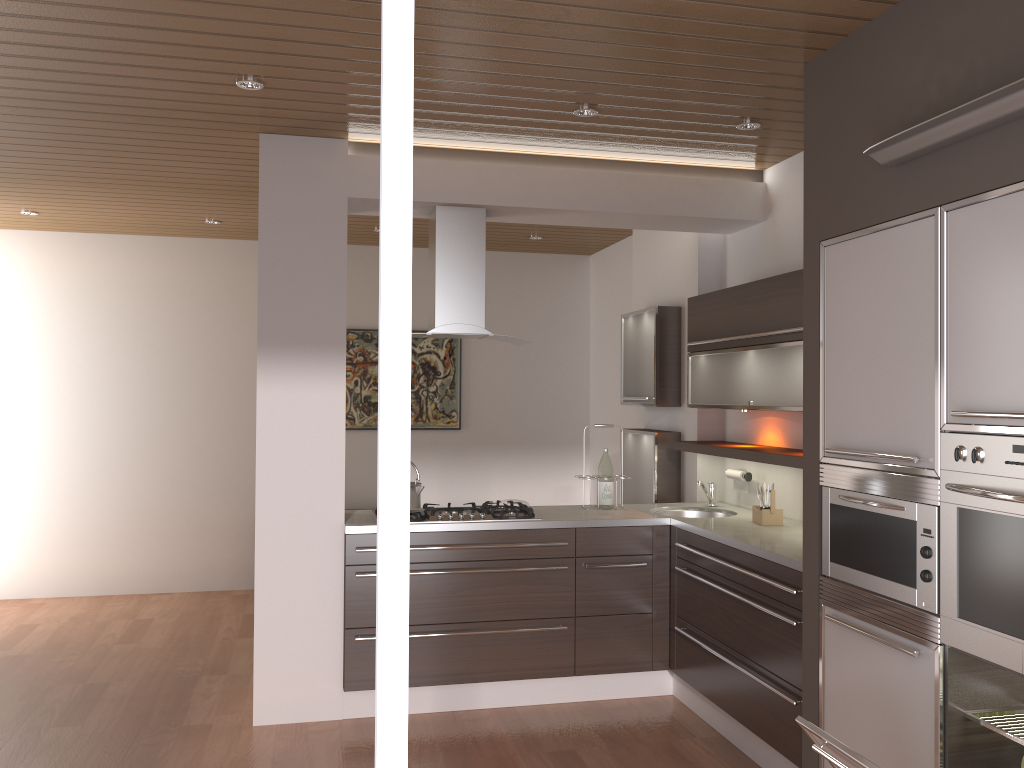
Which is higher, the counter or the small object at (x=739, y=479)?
the small object at (x=739, y=479)

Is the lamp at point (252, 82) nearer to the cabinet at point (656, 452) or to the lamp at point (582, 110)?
the lamp at point (582, 110)

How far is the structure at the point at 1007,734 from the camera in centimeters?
233cm

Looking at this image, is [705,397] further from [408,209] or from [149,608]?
[149,608]

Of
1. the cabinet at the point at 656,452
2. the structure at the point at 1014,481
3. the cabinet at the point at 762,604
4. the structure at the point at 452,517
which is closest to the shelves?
A: the cabinet at the point at 656,452

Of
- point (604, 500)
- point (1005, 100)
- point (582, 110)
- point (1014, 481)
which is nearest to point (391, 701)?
point (1014, 481)

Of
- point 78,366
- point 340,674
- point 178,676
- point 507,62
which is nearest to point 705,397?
point 507,62

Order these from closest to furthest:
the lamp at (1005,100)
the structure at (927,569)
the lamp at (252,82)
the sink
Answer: the lamp at (1005,100), the structure at (927,569), the lamp at (252,82), the sink

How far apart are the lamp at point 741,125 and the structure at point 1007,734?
2.5m

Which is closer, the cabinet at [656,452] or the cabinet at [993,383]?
the cabinet at [993,383]
